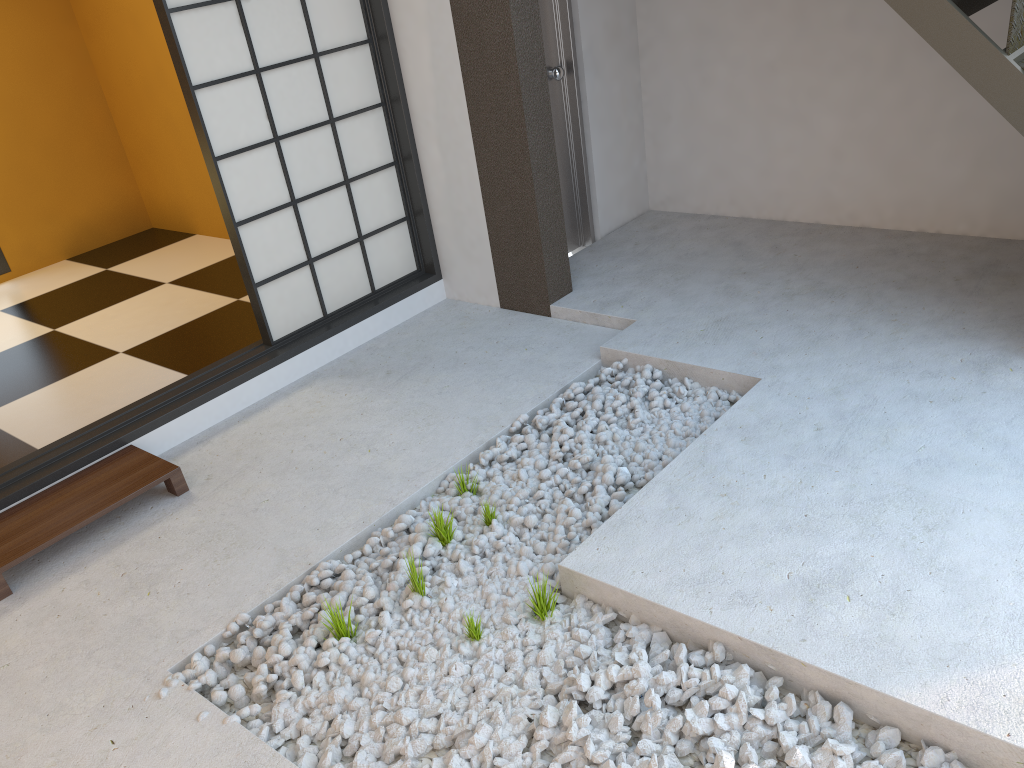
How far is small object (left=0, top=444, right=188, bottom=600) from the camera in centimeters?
283cm

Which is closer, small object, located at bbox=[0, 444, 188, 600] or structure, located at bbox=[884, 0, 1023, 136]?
structure, located at bbox=[884, 0, 1023, 136]

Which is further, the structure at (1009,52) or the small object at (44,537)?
the small object at (44,537)

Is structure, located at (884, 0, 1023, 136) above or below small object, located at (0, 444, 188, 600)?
above

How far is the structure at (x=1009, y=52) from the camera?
2.7 meters

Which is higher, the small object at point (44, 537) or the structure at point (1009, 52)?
the structure at point (1009, 52)

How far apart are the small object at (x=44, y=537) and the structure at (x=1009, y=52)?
2.8 meters

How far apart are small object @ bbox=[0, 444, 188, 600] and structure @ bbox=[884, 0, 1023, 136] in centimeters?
283cm

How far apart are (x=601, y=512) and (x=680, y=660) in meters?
0.7 m
